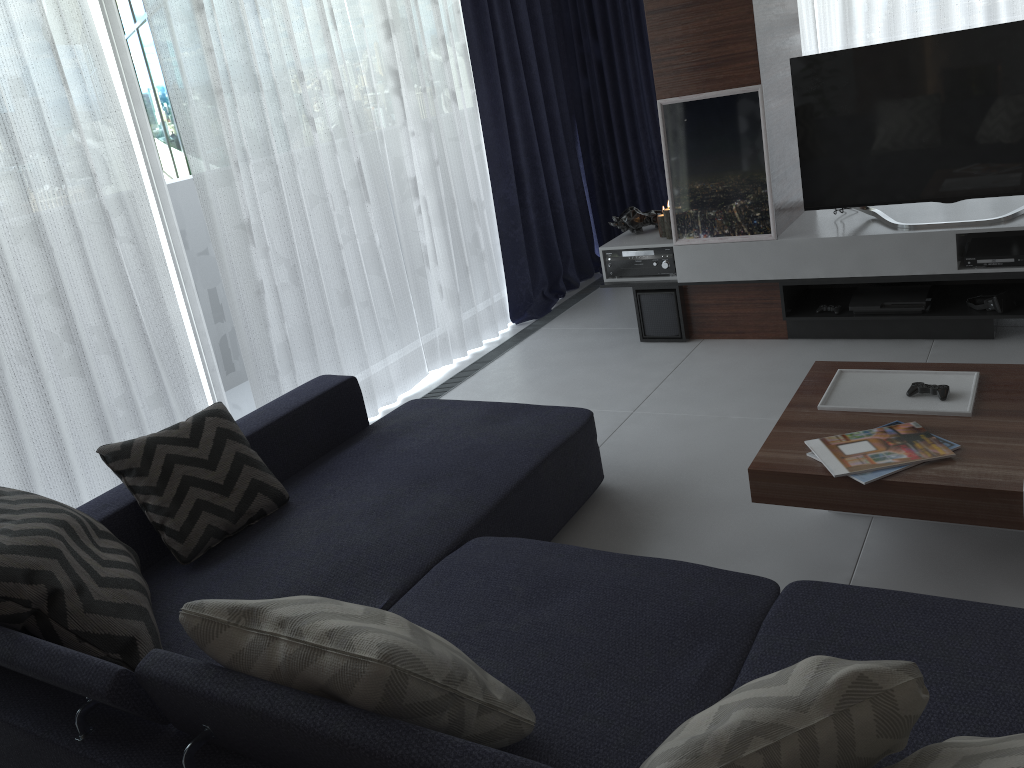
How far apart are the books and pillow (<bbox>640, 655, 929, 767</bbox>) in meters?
1.1 m

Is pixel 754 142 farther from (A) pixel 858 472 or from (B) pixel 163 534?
(B) pixel 163 534

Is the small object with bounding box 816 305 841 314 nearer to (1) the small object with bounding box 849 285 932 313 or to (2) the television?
(1) the small object with bounding box 849 285 932 313

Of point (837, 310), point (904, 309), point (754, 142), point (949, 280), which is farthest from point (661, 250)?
point (949, 280)

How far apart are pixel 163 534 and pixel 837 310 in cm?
302

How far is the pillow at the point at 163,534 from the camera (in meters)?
2.45

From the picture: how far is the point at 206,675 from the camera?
1.5 meters

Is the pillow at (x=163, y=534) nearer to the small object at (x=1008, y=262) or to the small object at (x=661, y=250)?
the small object at (x=661, y=250)

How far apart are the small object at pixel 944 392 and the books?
0.2m

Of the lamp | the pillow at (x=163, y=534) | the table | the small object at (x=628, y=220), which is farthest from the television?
the pillow at (x=163, y=534)
